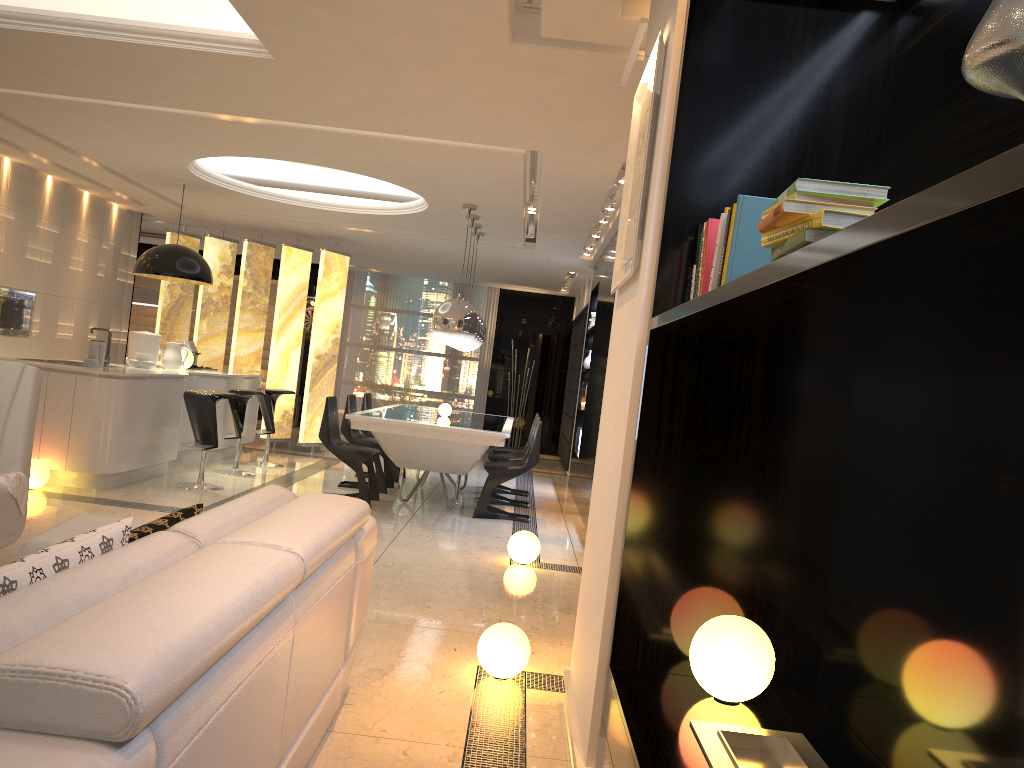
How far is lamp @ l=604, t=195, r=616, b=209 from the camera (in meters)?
7.25

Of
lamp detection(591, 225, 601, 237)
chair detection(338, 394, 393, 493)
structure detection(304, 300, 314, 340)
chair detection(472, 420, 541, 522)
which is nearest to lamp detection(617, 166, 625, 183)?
chair detection(472, 420, 541, 522)

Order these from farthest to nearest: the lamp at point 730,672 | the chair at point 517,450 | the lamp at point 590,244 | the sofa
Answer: the lamp at point 590,244
the chair at point 517,450
the lamp at point 730,672
the sofa

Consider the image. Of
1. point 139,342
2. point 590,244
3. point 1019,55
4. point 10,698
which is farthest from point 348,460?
point 1019,55

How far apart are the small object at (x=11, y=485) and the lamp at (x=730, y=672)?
2.88m

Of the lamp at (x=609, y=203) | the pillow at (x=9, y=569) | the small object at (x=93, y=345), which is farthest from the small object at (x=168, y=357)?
the pillow at (x=9, y=569)

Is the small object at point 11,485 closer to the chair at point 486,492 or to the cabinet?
the cabinet

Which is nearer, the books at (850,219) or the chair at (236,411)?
the books at (850,219)

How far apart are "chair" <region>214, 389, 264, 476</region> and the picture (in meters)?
5.66

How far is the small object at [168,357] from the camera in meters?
8.3
